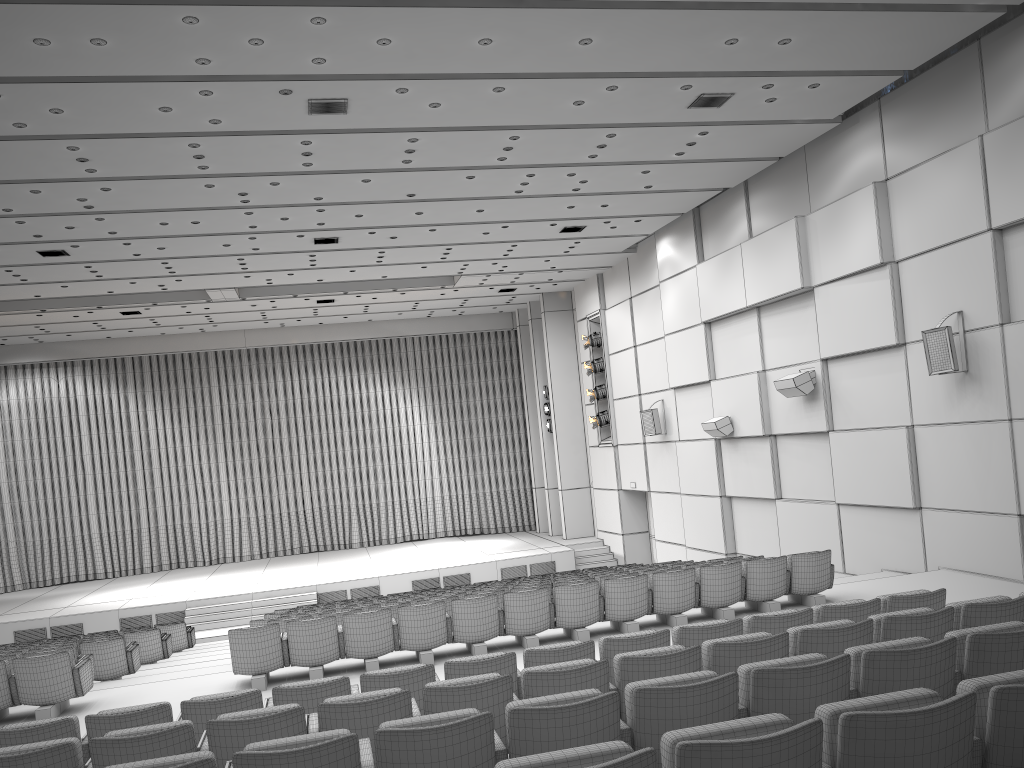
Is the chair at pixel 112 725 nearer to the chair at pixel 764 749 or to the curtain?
the chair at pixel 764 749

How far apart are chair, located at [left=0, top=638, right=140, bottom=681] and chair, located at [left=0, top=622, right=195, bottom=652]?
4.0 meters

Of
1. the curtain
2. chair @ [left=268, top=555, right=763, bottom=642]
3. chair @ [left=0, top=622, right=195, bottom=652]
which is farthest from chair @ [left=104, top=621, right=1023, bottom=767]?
the curtain

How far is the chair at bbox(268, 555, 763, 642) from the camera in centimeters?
957cm

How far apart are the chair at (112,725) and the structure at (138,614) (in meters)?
13.47

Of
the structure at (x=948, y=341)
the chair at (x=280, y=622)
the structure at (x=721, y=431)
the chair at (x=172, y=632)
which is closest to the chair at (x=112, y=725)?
the chair at (x=280, y=622)

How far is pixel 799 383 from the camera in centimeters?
1331cm

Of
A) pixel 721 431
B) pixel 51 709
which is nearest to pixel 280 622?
pixel 51 709

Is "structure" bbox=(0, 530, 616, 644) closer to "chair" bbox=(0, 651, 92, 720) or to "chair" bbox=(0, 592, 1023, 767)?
"chair" bbox=(0, 651, 92, 720)

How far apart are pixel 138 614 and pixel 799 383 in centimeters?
1423cm
